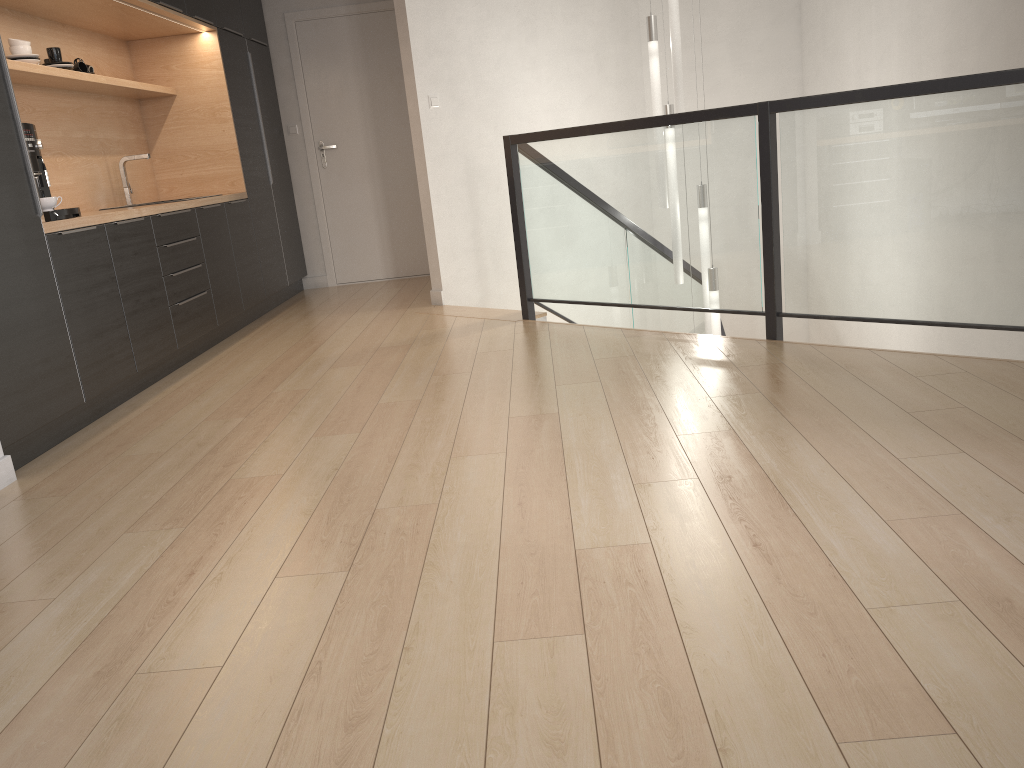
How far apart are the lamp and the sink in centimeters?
317cm

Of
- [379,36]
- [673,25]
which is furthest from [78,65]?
[673,25]

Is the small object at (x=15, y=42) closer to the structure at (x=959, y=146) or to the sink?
the sink

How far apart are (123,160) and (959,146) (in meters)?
4.48

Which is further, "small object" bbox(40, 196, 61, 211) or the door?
the door

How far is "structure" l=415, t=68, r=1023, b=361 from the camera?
3.2 meters

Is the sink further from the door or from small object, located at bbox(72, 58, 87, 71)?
the door

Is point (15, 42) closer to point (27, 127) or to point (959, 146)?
point (27, 127)

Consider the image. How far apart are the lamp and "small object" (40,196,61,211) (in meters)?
3.32

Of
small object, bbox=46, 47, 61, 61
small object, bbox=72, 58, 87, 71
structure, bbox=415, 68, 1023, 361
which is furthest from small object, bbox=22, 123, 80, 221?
structure, bbox=415, 68, 1023, 361
